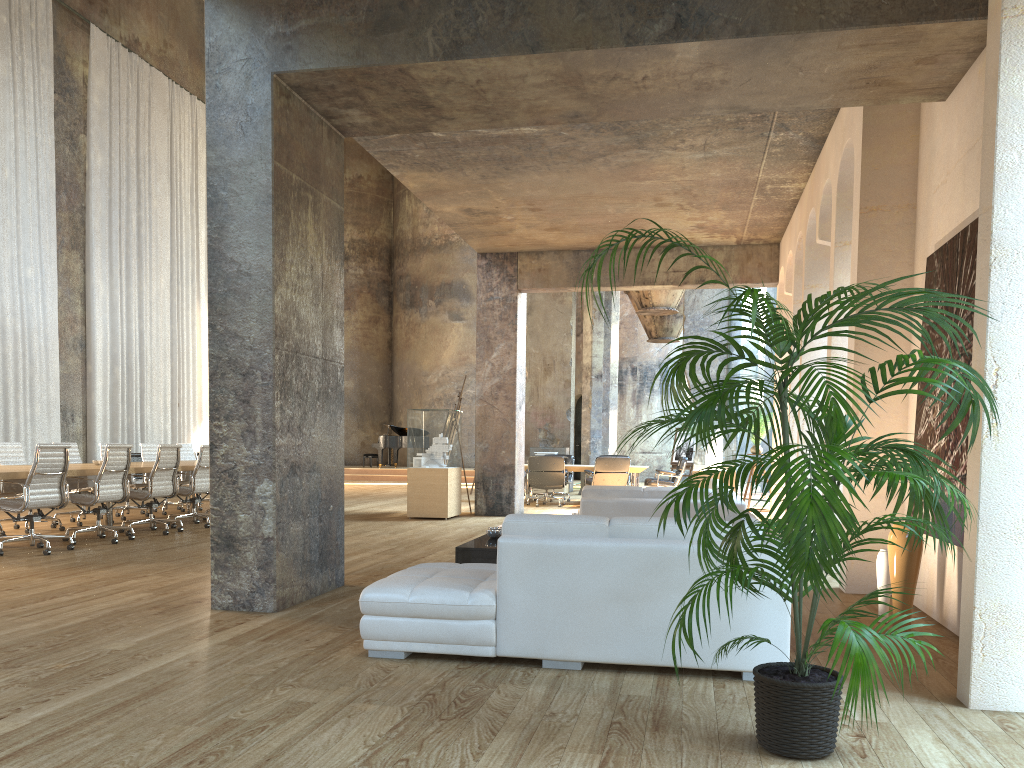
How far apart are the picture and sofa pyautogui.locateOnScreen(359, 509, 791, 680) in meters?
1.4

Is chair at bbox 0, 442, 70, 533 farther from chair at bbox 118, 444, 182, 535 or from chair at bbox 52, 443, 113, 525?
chair at bbox 118, 444, 182, 535

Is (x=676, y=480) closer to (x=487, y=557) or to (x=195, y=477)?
(x=195, y=477)

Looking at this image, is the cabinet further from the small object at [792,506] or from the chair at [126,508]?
the chair at [126,508]

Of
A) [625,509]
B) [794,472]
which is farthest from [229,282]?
[794,472]

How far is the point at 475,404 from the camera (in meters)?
13.09

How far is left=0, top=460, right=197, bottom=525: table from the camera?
7.9m

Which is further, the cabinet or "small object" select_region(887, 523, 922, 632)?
the cabinet

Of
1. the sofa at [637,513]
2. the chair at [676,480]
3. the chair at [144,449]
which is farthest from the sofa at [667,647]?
the chair at [676,480]

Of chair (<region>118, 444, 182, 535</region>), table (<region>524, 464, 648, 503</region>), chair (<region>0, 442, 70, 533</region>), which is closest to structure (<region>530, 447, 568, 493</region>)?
table (<region>524, 464, 648, 503</region>)
